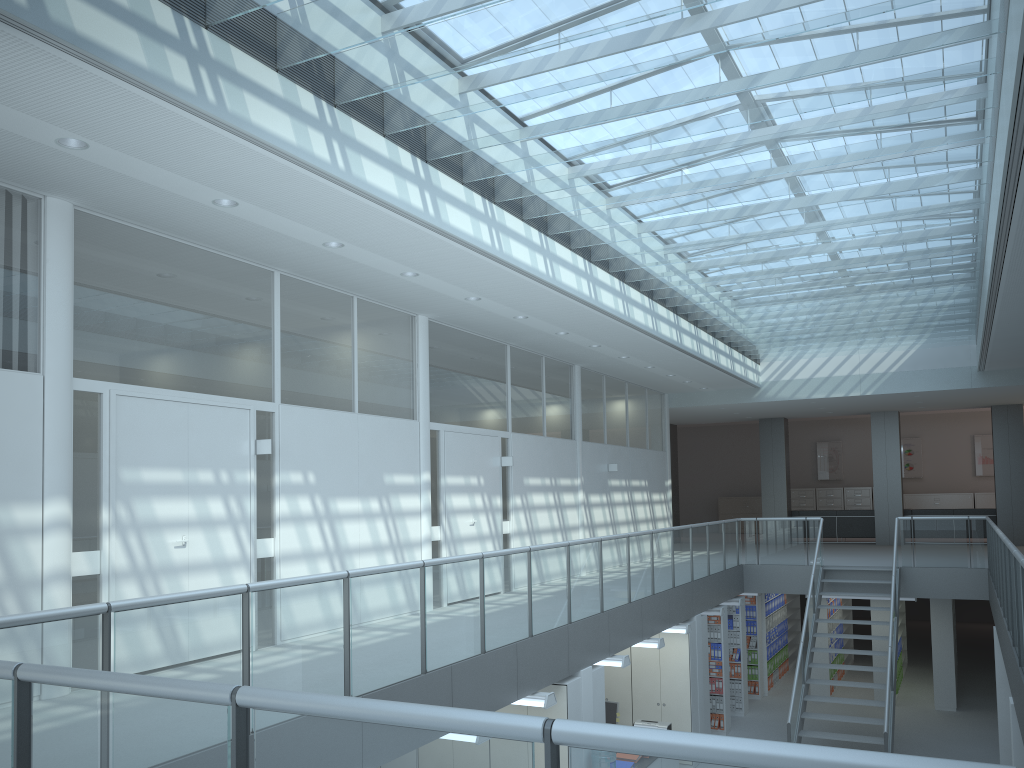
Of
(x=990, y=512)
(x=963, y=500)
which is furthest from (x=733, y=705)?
(x=963, y=500)

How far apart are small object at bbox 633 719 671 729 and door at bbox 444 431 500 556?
2.74m

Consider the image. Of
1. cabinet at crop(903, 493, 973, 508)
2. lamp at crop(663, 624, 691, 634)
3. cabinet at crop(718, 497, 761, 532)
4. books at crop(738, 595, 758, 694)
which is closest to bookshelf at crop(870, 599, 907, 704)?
books at crop(738, 595, 758, 694)

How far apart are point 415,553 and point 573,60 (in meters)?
5.27

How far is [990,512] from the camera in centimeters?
1796cm

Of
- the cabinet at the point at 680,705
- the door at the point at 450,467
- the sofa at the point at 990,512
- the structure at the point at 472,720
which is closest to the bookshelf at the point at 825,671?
the structure at the point at 472,720

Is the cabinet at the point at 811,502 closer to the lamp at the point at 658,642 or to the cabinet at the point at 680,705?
the cabinet at the point at 680,705

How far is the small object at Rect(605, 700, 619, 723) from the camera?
10.8m

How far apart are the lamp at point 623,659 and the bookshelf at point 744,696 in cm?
553

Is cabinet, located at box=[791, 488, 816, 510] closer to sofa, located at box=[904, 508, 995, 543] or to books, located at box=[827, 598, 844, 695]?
sofa, located at box=[904, 508, 995, 543]
